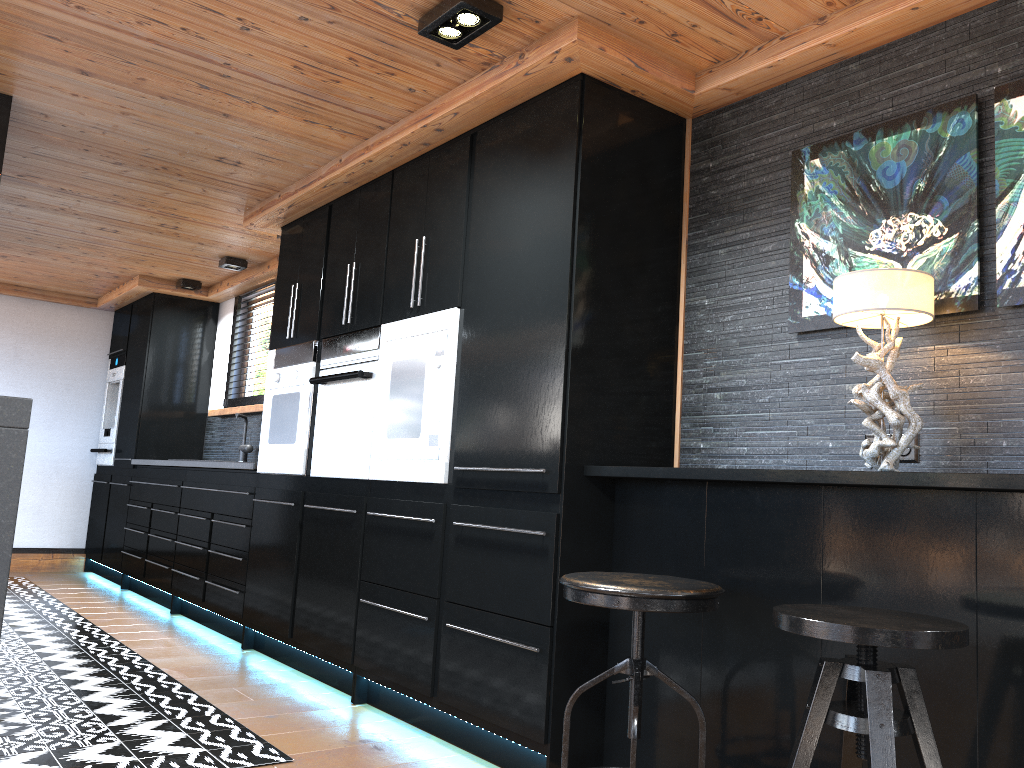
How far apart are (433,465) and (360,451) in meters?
0.6

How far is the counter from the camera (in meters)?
4.87

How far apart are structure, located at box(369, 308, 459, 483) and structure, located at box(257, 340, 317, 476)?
0.72m

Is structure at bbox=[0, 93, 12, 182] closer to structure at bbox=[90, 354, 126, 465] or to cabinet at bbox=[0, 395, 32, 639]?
cabinet at bbox=[0, 395, 32, 639]

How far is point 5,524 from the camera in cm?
269

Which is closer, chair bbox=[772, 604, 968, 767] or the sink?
chair bbox=[772, 604, 968, 767]

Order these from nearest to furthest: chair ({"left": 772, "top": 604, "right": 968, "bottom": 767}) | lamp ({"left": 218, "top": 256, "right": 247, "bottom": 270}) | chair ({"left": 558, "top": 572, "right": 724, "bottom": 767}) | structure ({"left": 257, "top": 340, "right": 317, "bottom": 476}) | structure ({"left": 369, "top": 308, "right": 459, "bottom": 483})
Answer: chair ({"left": 772, "top": 604, "right": 968, "bottom": 767}) → chair ({"left": 558, "top": 572, "right": 724, "bottom": 767}) → structure ({"left": 369, "top": 308, "right": 459, "bottom": 483}) → structure ({"left": 257, "top": 340, "right": 317, "bottom": 476}) → lamp ({"left": 218, "top": 256, "right": 247, "bottom": 270})

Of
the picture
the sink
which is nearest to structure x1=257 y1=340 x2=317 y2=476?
the sink

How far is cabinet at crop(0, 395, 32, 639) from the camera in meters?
2.7 m

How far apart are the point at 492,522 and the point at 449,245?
1.1 meters
